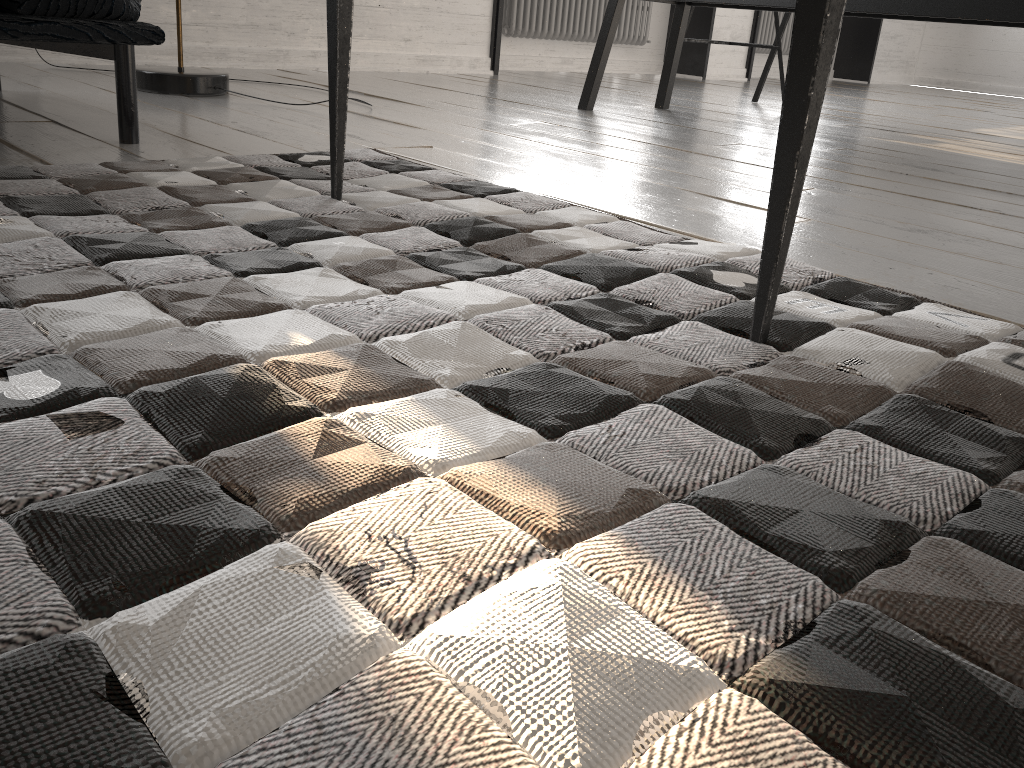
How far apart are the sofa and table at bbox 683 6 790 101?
2.6m

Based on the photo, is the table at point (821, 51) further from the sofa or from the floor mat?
the sofa

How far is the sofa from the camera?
1.4m

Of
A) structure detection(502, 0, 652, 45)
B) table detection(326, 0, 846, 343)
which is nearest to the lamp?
table detection(326, 0, 846, 343)

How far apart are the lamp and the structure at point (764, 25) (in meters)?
4.68

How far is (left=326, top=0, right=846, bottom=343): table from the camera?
0.70m

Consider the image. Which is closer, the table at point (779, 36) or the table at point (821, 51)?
the table at point (821, 51)

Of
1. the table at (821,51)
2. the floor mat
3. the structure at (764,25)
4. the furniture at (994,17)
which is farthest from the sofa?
the structure at (764,25)

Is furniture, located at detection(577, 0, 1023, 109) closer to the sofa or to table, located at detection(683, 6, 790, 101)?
table, located at detection(683, 6, 790, 101)

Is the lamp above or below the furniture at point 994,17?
below
